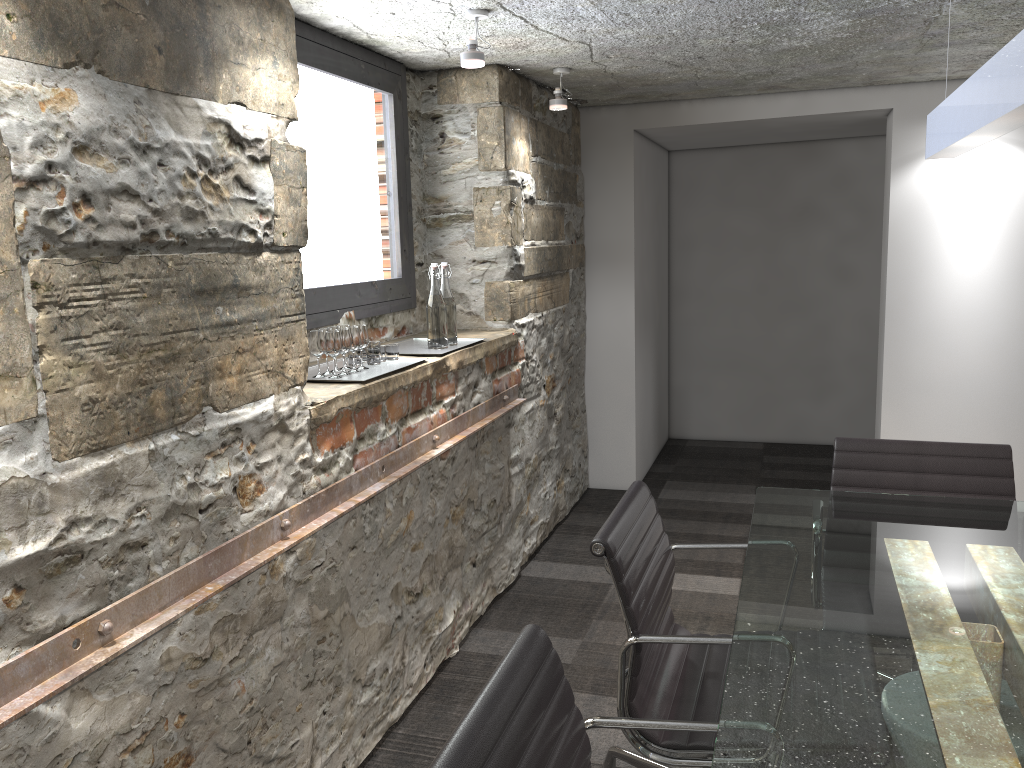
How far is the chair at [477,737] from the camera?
1.1 meters

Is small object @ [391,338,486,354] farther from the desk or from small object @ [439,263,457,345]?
the desk

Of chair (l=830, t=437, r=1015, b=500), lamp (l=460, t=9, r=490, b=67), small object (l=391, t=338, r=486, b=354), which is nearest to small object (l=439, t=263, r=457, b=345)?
small object (l=391, t=338, r=486, b=354)

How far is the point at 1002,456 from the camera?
2.50m

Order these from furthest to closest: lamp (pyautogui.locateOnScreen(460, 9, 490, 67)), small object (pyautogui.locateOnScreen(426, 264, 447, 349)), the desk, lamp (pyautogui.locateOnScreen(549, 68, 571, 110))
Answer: lamp (pyautogui.locateOnScreen(549, 68, 571, 110)) < small object (pyautogui.locateOnScreen(426, 264, 447, 349)) < lamp (pyautogui.locateOnScreen(460, 9, 490, 67)) < the desk

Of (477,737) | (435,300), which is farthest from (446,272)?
(477,737)

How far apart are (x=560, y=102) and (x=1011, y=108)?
2.49m

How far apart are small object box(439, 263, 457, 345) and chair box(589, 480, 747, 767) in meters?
1.2

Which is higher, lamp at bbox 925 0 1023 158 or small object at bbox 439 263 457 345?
lamp at bbox 925 0 1023 158

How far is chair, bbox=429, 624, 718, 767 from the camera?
1.1 meters
